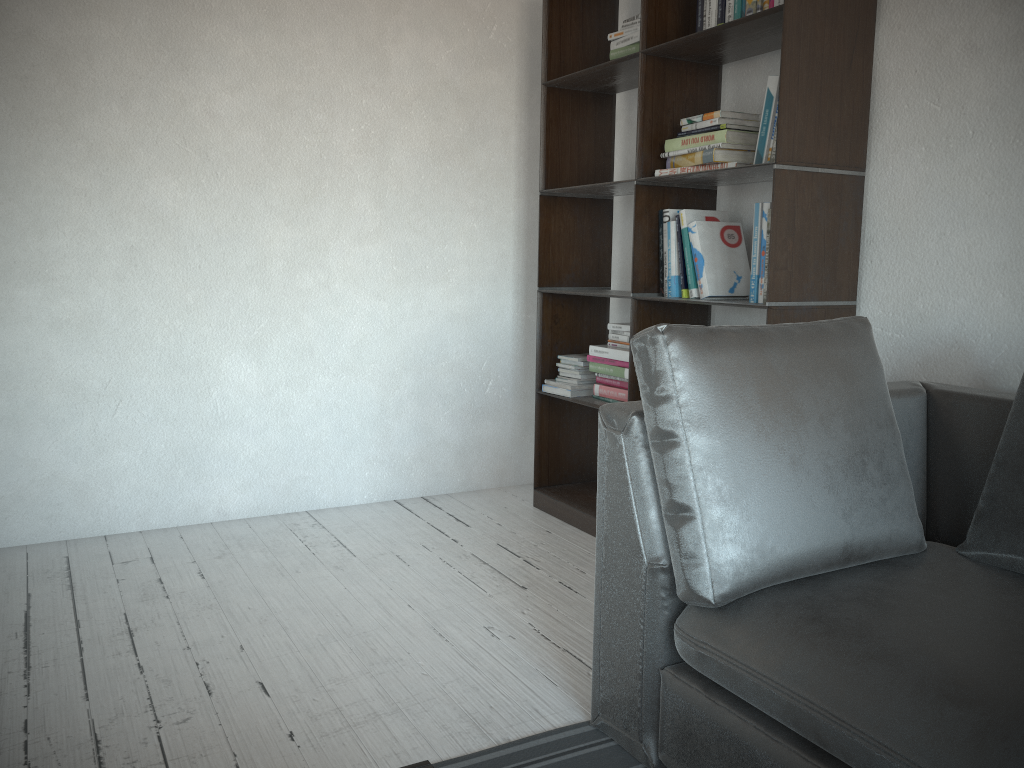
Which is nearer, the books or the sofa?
the sofa

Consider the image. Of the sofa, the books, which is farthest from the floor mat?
the books

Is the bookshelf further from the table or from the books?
the table

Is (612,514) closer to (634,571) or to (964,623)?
(634,571)

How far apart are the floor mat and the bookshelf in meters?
1.2

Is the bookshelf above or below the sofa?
above

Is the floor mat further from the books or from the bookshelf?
the books

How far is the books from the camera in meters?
2.6

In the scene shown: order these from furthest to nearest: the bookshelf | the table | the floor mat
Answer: the bookshelf → the floor mat → the table

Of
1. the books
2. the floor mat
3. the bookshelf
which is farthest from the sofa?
the books
